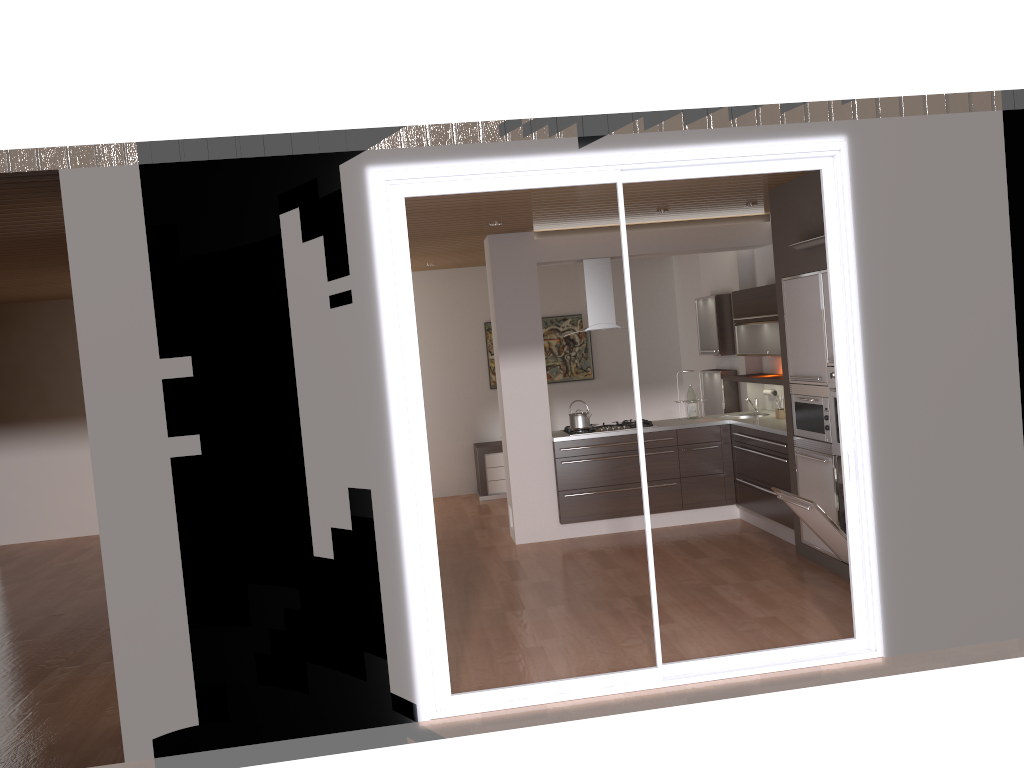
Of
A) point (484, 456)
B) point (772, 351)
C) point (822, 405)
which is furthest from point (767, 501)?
point (484, 456)

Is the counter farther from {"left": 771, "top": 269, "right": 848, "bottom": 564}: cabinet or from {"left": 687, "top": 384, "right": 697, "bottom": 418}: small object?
{"left": 771, "top": 269, "right": 848, "bottom": 564}: cabinet

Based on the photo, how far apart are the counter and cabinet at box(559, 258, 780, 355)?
0.6m

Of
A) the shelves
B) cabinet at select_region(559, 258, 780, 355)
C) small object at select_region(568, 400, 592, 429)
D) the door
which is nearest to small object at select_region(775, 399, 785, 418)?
the shelves

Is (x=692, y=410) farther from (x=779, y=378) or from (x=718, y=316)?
(x=718, y=316)

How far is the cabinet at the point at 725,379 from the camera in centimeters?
868cm

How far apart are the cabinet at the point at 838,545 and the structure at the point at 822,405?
0.0 meters

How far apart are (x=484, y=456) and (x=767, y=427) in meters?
3.9

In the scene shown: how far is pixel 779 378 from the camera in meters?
7.5 m

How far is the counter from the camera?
7.0m
